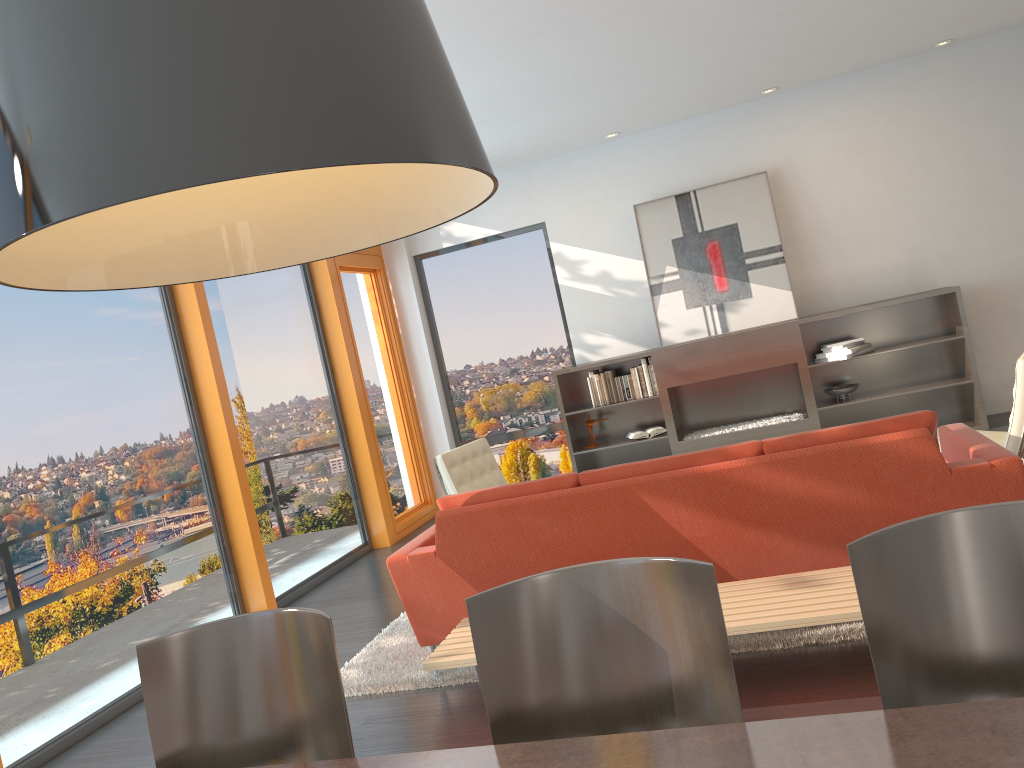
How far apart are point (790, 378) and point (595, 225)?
2.33m

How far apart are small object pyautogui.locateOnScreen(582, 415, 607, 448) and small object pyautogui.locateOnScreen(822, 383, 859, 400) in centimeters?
205cm

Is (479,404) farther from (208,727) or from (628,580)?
(628,580)

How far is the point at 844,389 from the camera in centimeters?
735cm

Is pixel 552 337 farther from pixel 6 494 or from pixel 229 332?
pixel 6 494

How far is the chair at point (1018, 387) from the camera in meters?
4.4 m

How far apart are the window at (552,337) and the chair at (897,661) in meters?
7.1

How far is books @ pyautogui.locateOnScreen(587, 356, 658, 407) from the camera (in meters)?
7.78

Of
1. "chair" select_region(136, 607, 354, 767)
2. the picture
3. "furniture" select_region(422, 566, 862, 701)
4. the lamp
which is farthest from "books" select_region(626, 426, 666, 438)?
the lamp

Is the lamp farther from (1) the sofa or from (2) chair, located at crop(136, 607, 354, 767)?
(1) the sofa
